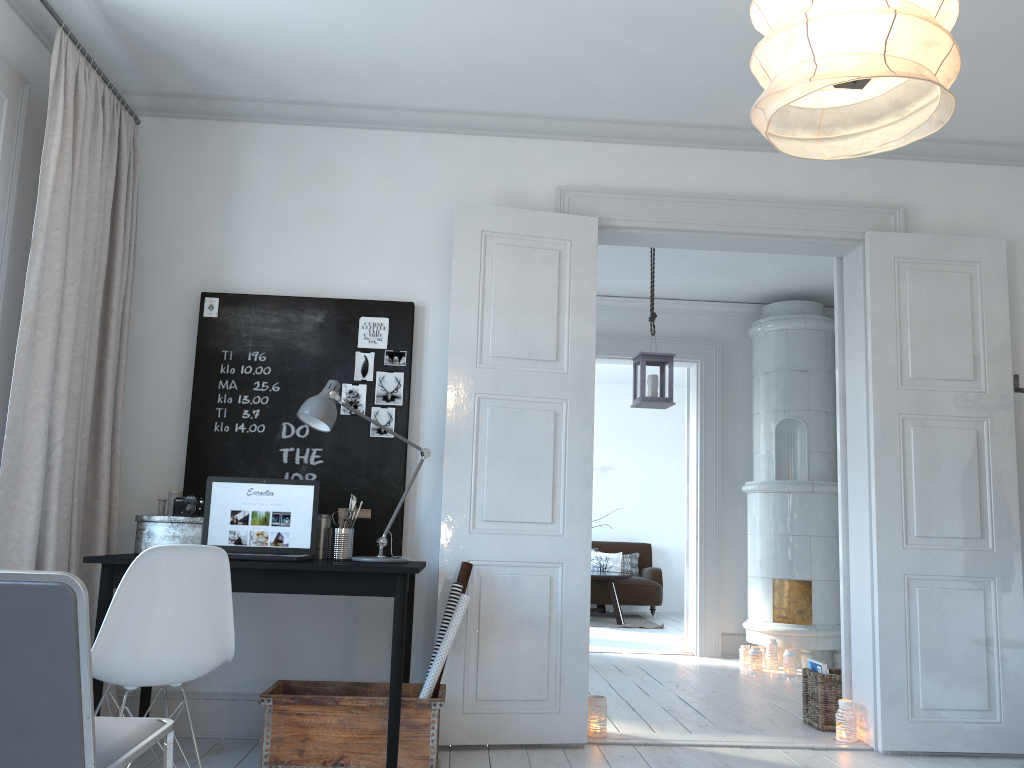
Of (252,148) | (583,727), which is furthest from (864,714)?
(252,148)

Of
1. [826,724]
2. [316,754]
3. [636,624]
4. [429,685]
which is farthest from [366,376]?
[636,624]

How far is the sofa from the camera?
9.8 meters

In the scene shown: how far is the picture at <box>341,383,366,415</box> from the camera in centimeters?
392cm

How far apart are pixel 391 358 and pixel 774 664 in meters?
3.9

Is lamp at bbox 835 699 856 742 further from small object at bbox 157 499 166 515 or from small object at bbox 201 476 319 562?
small object at bbox 157 499 166 515

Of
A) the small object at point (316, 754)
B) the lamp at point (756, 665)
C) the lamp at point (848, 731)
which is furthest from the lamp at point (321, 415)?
the lamp at point (756, 665)

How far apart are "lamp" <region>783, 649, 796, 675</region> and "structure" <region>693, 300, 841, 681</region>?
0.05m

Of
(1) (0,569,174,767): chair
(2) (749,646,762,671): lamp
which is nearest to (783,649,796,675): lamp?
(2) (749,646,762,671): lamp

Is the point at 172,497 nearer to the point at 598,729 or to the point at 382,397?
the point at 382,397
